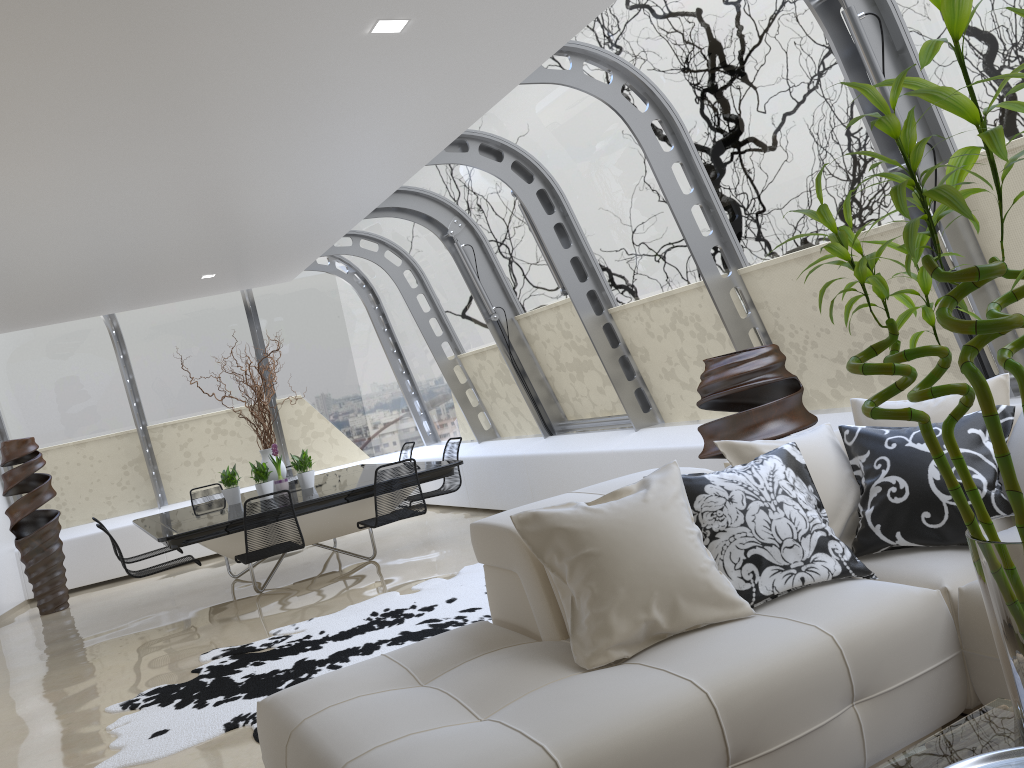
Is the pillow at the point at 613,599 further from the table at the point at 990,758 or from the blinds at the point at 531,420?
the blinds at the point at 531,420

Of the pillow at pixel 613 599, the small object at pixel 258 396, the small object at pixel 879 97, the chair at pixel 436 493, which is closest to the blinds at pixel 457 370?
the chair at pixel 436 493

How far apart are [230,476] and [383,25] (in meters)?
5.50

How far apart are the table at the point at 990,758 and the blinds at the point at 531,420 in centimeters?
724cm

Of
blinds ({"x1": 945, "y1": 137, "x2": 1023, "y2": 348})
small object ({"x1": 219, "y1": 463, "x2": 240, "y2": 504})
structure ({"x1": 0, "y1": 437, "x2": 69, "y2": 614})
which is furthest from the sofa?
structure ({"x1": 0, "y1": 437, "x2": 69, "y2": 614})

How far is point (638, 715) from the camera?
2.2 meters

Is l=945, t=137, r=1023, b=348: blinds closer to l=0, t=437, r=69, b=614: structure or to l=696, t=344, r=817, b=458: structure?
l=696, t=344, r=817, b=458: structure

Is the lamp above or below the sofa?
above

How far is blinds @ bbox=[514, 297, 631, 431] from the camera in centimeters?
767cm

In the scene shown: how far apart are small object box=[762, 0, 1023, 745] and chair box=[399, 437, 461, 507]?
6.90m
